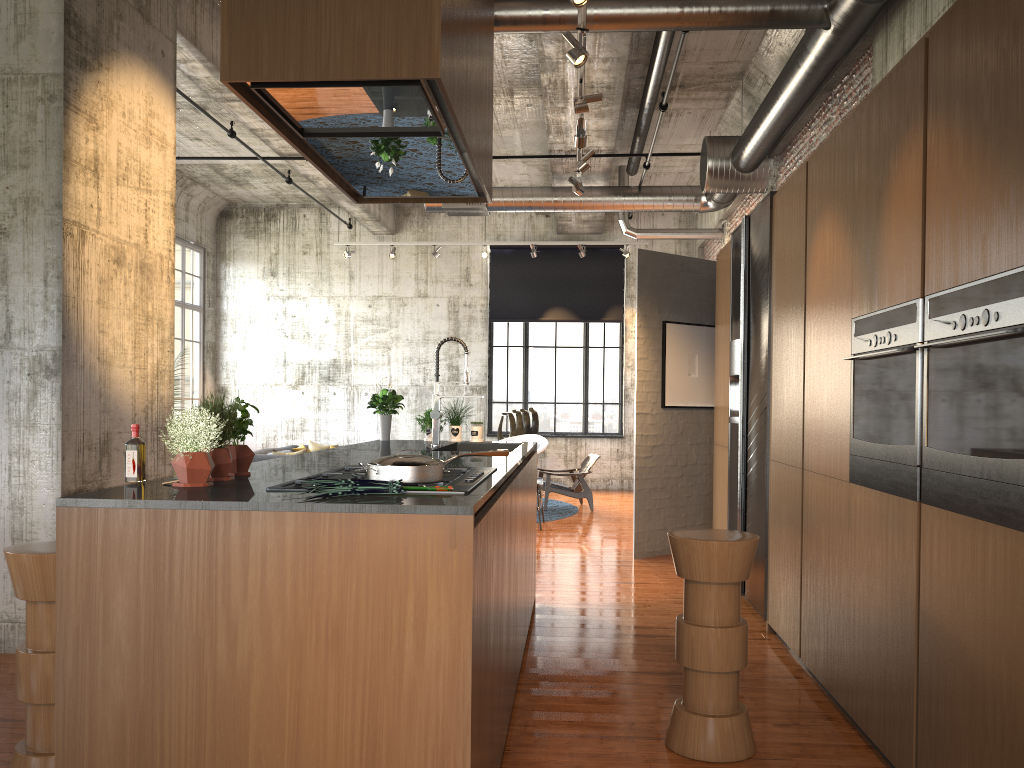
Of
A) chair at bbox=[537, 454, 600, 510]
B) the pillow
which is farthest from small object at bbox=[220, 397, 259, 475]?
the pillow

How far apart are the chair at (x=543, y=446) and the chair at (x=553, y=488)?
1.1m

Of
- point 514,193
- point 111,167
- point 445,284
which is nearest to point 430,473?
point 111,167

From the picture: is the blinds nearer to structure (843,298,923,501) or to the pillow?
the pillow

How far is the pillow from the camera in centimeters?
1395cm

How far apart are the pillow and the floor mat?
3.8 meters

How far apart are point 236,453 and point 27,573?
0.9 meters

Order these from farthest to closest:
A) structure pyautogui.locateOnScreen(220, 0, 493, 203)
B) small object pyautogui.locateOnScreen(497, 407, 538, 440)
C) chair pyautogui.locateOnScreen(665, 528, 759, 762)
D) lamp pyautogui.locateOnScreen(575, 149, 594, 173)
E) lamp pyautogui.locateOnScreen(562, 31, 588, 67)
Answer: small object pyautogui.locateOnScreen(497, 407, 538, 440) < lamp pyautogui.locateOnScreen(575, 149, 594, 173) < lamp pyautogui.locateOnScreen(562, 31, 588, 67) < chair pyautogui.locateOnScreen(665, 528, 759, 762) < structure pyautogui.locateOnScreen(220, 0, 493, 203)

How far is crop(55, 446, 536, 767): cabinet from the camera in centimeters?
254cm

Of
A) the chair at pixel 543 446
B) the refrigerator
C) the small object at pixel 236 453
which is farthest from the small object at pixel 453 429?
the chair at pixel 543 446
